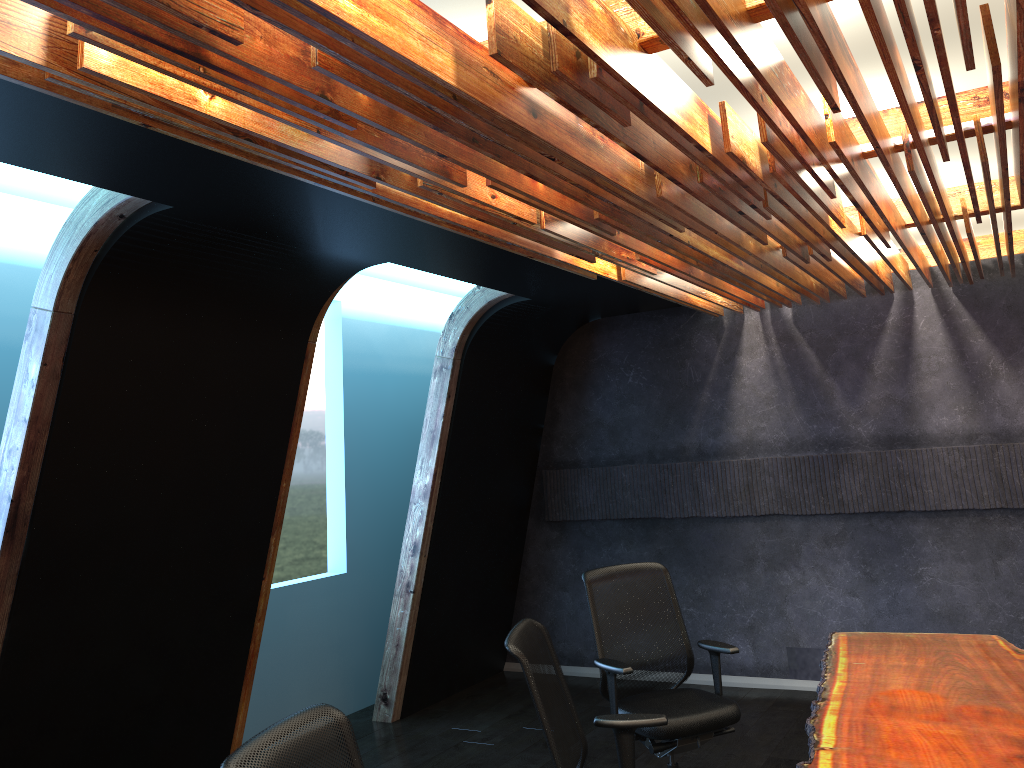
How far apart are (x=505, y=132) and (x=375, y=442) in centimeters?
529cm

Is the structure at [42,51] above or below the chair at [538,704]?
above

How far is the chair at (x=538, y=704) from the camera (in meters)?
3.21

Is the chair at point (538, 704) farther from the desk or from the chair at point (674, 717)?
Result: the chair at point (674, 717)

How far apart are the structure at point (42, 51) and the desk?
2.14m

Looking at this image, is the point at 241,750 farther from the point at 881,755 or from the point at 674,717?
the point at 674,717

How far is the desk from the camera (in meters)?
3.07

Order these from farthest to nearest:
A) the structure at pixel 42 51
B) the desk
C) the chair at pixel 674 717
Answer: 1. the chair at pixel 674 717
2. the desk
3. the structure at pixel 42 51

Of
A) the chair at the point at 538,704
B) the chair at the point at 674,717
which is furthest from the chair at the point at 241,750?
the chair at the point at 674,717

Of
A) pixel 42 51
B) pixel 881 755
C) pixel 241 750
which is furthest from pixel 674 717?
pixel 42 51
